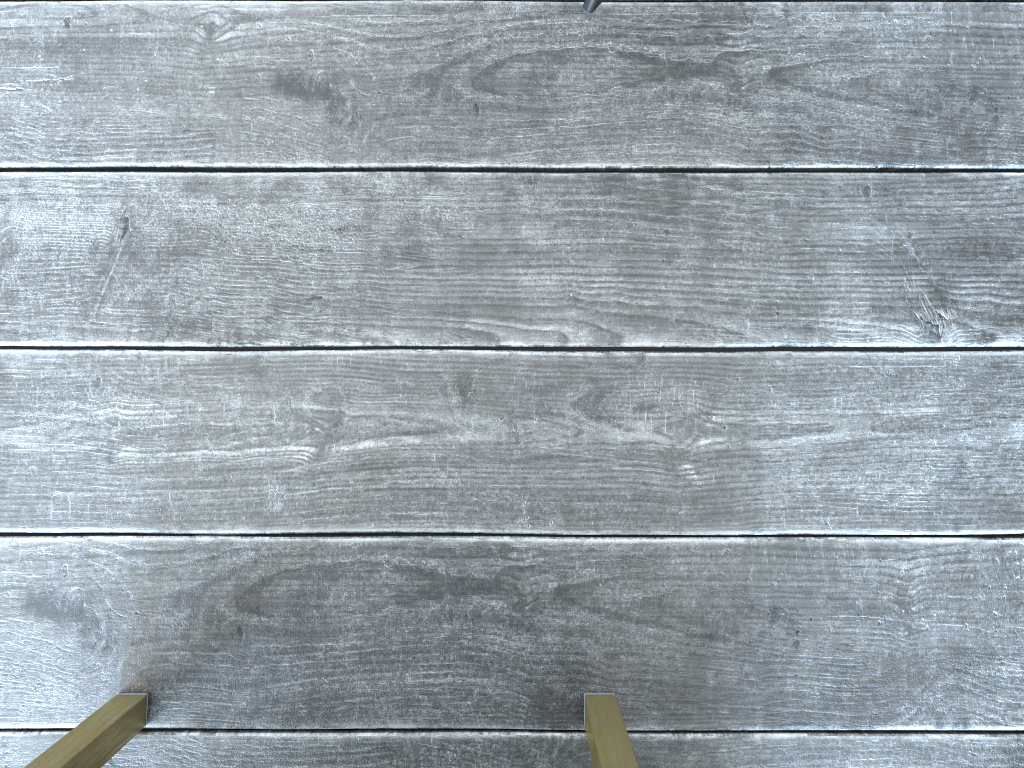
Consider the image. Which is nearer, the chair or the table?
the table

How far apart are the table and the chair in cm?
63

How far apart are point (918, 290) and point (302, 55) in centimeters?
63cm

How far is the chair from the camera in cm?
80

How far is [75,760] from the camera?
0.7 meters

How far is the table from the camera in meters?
0.7

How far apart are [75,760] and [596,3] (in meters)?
0.77

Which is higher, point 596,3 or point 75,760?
point 75,760

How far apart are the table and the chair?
0.6 meters
